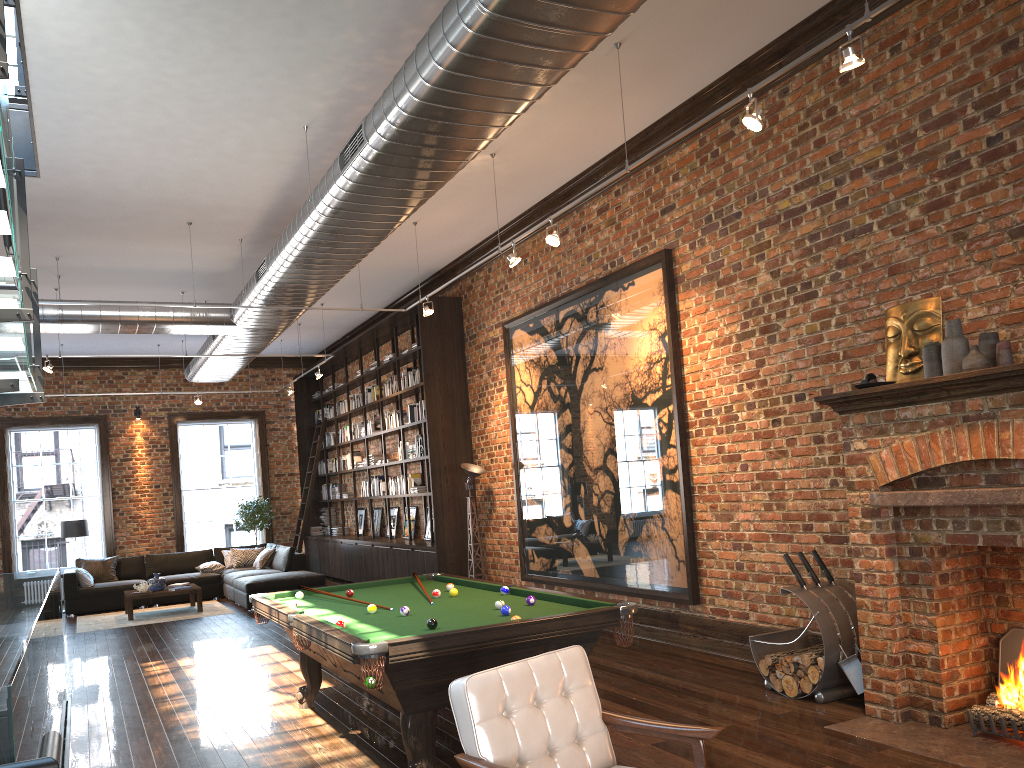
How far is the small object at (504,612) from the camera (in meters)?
4.87

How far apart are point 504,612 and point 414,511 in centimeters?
878cm

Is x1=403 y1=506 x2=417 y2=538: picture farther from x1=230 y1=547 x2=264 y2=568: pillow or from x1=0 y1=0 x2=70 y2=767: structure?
x1=0 y1=0 x2=70 y2=767: structure

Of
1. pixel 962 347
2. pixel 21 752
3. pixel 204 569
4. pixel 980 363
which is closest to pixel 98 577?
pixel 204 569

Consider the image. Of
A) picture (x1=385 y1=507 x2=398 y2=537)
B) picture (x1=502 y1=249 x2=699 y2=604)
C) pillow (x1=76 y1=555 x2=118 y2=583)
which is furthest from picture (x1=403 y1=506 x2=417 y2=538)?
pillow (x1=76 y1=555 x2=118 y2=583)

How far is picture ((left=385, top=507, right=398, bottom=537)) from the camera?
14.3m

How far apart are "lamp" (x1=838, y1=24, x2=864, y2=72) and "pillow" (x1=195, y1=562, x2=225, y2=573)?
13.0m

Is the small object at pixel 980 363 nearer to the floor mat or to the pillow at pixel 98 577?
the floor mat

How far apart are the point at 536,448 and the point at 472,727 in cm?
686

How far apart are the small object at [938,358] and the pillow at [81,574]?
12.8 meters
